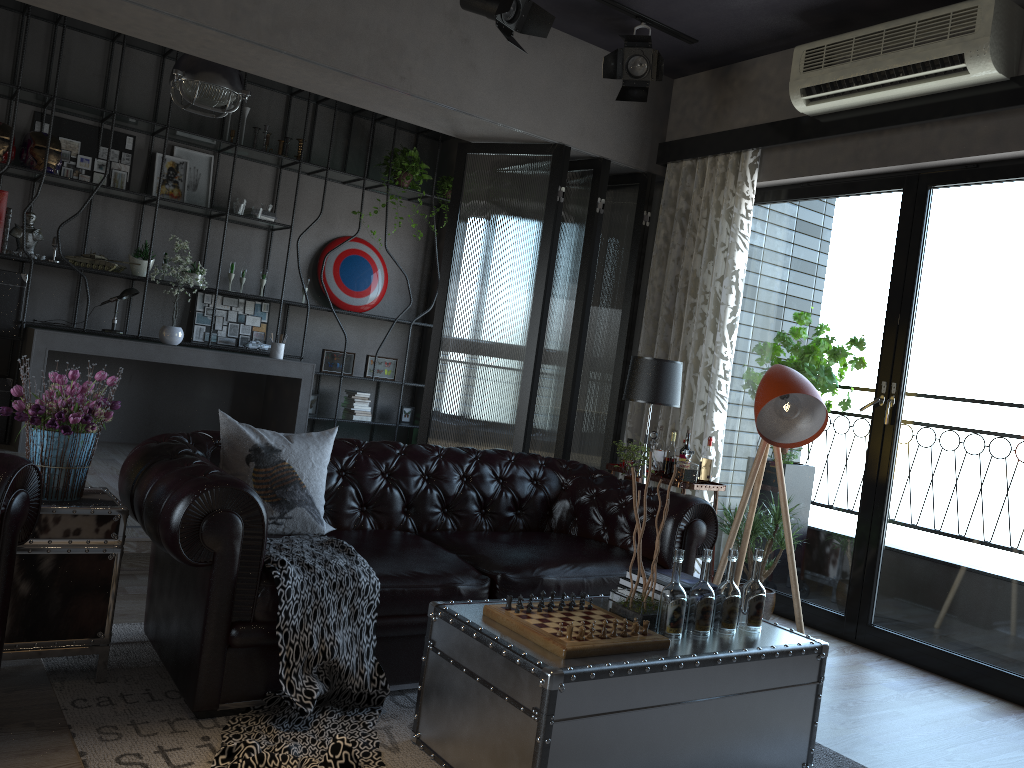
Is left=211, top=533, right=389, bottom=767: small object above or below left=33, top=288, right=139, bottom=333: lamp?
below

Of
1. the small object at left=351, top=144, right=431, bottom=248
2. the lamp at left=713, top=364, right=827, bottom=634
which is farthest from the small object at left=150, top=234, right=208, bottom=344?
the lamp at left=713, top=364, right=827, bottom=634

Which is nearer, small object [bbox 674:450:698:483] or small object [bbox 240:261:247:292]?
small object [bbox 674:450:698:483]

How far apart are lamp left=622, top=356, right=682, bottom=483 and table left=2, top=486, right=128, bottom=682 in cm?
282

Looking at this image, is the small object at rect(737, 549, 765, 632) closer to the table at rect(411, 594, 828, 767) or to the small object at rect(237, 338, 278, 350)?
the table at rect(411, 594, 828, 767)

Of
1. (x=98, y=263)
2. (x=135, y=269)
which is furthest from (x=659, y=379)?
(x=98, y=263)

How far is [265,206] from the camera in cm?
777

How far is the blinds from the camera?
4.8m

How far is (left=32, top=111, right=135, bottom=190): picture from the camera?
7.02m

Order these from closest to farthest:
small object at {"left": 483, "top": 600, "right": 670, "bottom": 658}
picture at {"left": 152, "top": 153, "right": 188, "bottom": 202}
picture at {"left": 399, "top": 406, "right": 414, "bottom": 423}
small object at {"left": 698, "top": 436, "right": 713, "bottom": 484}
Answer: small object at {"left": 483, "top": 600, "right": 670, "bottom": 658} → small object at {"left": 698, "top": 436, "right": 713, "bottom": 484} → picture at {"left": 152, "top": 153, "right": 188, "bottom": 202} → picture at {"left": 399, "top": 406, "right": 414, "bottom": 423}
